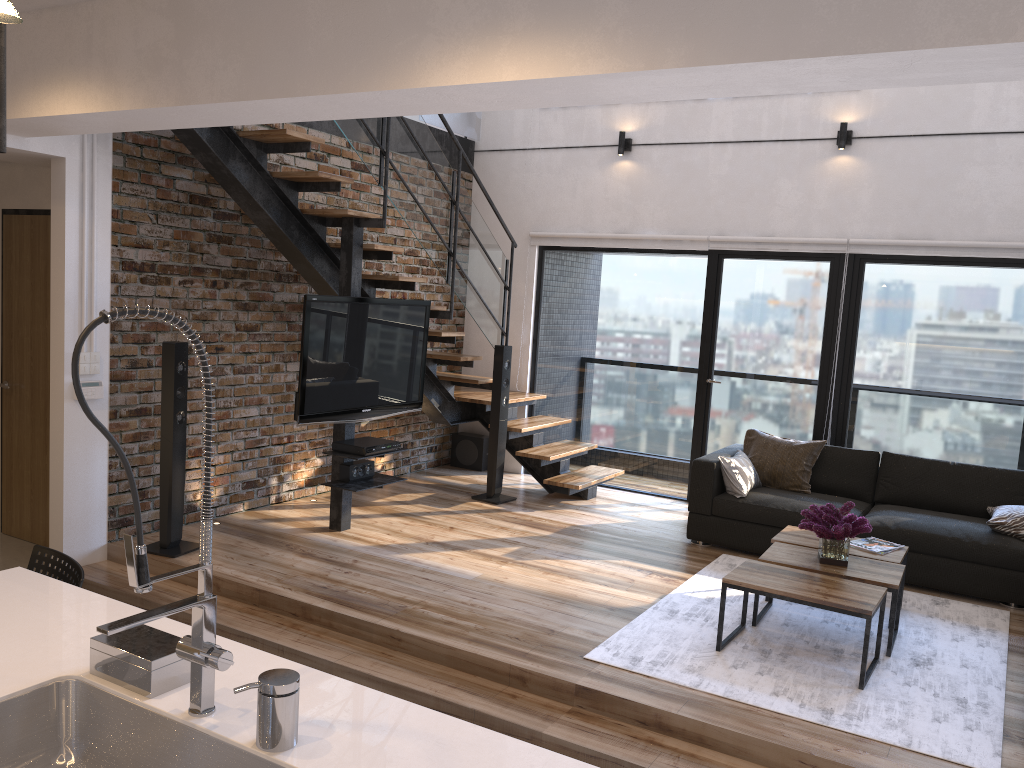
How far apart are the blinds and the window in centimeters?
6cm

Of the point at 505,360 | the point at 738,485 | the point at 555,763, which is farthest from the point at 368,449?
the point at 555,763

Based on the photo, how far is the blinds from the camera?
6.05m

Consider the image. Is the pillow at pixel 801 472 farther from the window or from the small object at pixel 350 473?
the small object at pixel 350 473

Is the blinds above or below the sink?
above

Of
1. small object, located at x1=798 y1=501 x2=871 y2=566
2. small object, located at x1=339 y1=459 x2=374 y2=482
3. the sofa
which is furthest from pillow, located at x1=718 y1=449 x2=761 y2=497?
small object, located at x1=339 y1=459 x2=374 y2=482

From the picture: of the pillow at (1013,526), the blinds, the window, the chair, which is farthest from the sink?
the blinds

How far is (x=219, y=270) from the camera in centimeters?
567cm

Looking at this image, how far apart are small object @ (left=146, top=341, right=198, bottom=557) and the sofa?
3.1 meters

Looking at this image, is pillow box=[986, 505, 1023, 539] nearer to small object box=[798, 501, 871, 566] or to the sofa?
the sofa
